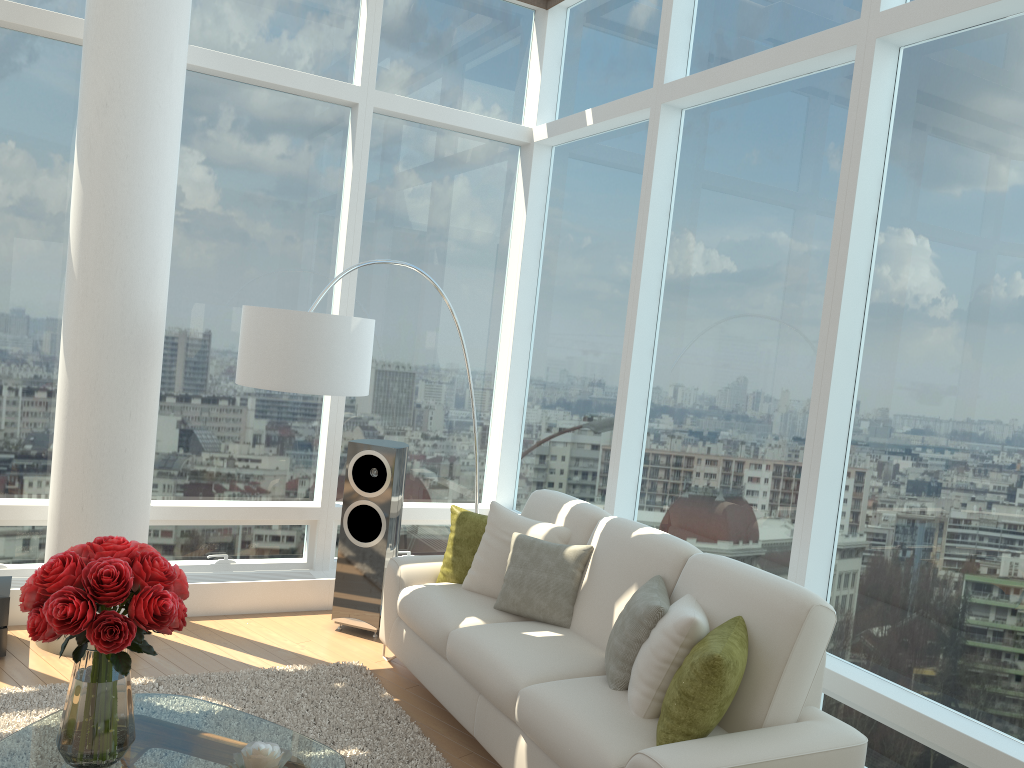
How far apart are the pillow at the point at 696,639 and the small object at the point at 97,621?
1.6 meters

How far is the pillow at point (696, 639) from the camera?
3.2 meters

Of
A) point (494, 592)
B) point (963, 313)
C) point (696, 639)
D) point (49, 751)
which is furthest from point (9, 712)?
point (963, 313)

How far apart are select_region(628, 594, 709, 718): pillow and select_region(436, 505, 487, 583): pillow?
1.5 meters

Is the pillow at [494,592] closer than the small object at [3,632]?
No

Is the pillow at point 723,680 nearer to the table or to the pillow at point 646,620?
the pillow at point 646,620

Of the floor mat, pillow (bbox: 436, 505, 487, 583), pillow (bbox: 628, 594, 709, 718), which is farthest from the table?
pillow (bbox: 436, 505, 487, 583)

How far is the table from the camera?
2.8 meters

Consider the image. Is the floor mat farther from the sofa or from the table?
the table

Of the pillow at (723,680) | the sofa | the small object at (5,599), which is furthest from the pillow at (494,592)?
the small object at (5,599)
